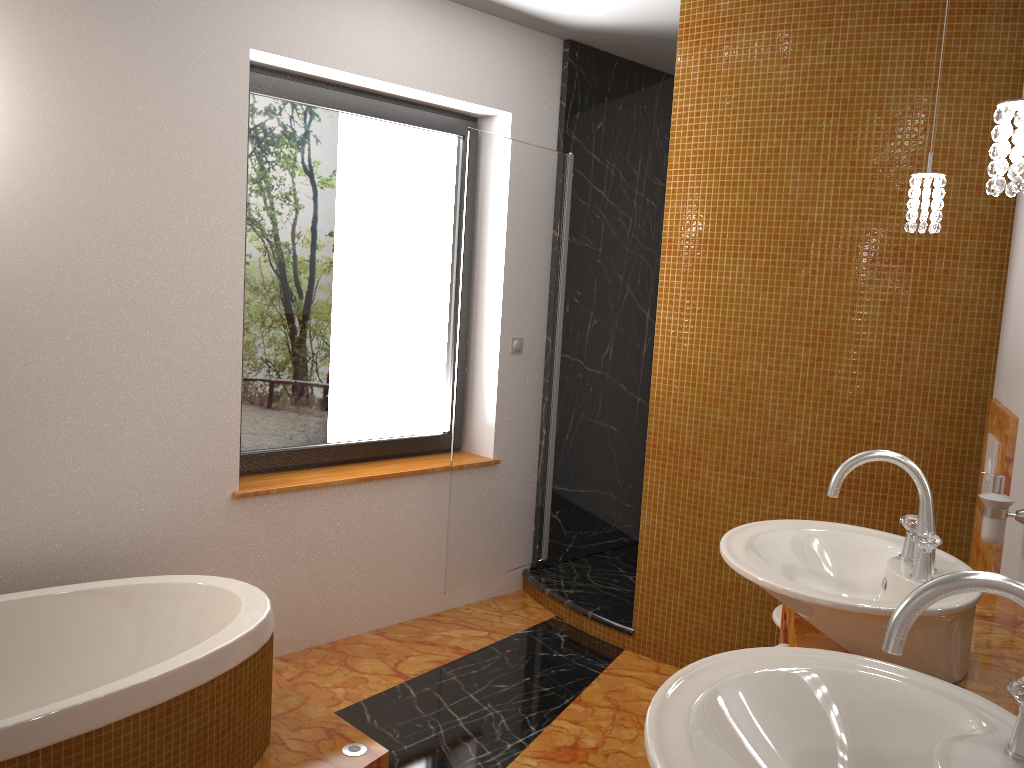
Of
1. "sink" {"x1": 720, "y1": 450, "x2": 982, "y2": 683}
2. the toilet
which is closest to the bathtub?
"sink" {"x1": 720, "y1": 450, "x2": 982, "y2": 683}

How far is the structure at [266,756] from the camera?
2.4 meters

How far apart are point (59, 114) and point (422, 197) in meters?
1.5

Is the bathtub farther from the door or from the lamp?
the lamp

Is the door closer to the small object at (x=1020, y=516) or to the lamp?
the lamp

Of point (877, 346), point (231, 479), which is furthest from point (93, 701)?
point (877, 346)

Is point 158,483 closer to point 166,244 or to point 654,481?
point 166,244

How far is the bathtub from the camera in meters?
1.9 m

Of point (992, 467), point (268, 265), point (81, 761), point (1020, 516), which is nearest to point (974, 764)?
point (1020, 516)

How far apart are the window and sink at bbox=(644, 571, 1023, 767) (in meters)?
2.48
